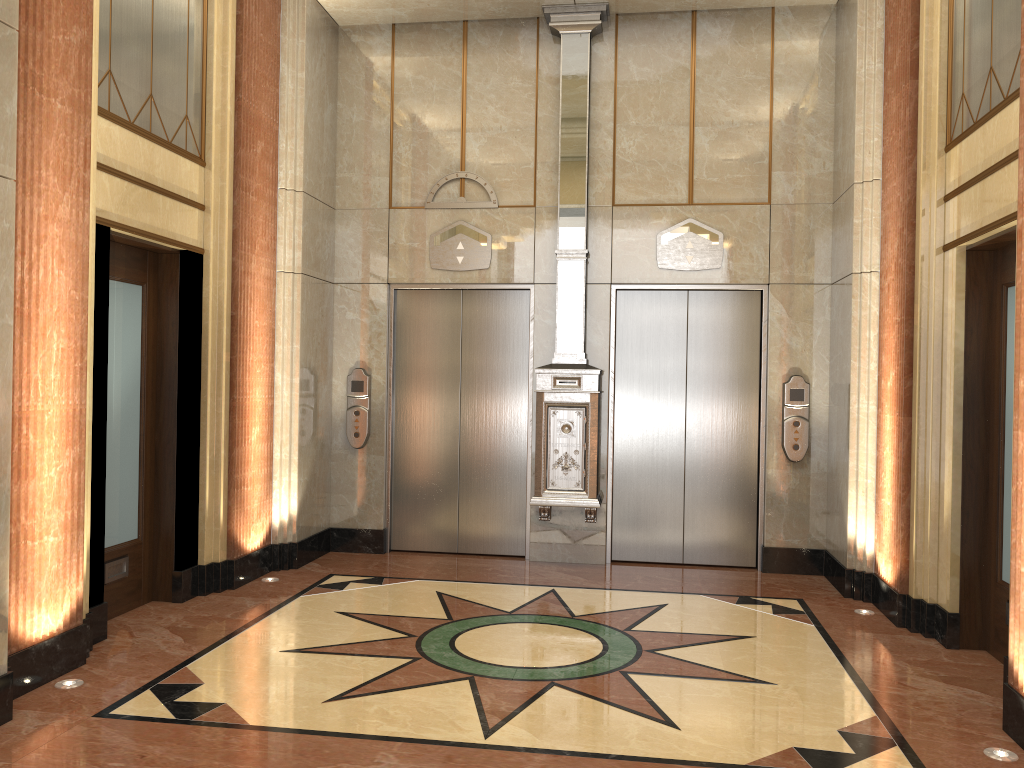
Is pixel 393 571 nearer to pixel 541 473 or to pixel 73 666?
pixel 541 473

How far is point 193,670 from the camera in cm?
427
